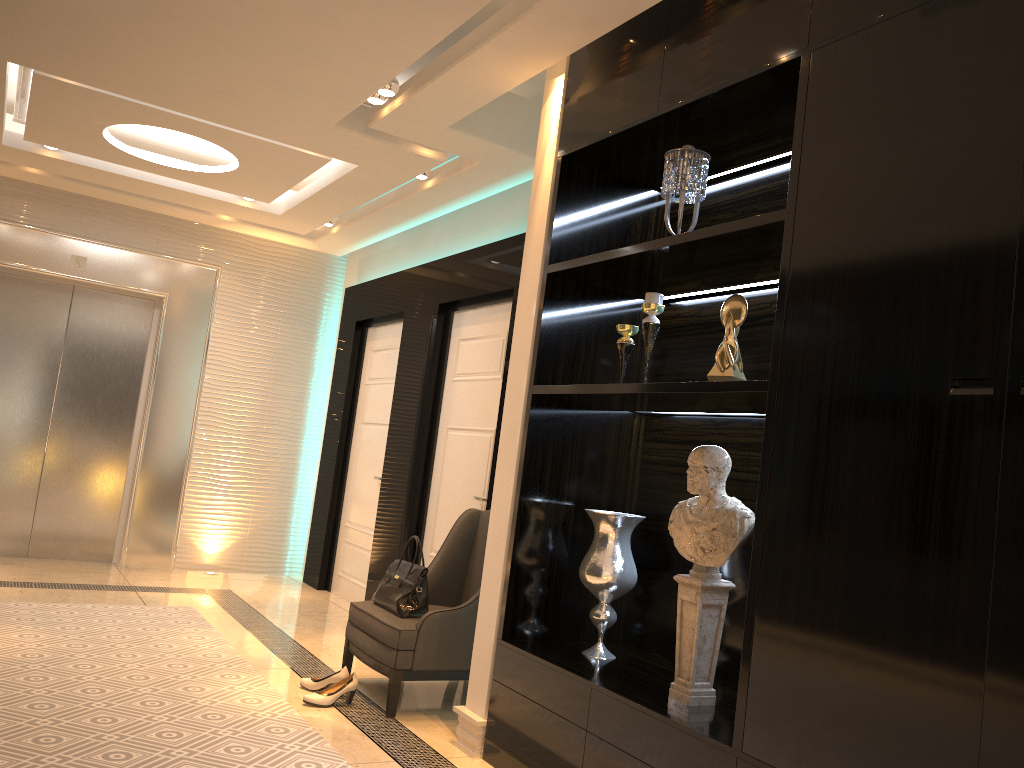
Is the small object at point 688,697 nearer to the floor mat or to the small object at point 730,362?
the small object at point 730,362

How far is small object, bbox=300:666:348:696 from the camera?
3.86m

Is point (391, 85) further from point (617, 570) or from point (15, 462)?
point (15, 462)

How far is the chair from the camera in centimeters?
371cm

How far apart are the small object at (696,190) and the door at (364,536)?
3.4 meters

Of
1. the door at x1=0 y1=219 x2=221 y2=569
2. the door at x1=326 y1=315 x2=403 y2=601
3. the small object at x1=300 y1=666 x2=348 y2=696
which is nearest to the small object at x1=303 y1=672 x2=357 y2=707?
the small object at x1=300 y1=666 x2=348 y2=696

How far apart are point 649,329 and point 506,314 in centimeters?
190cm

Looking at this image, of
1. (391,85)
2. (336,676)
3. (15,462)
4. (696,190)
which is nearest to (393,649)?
(336,676)

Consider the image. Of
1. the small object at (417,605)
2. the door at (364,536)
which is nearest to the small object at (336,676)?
the small object at (417,605)

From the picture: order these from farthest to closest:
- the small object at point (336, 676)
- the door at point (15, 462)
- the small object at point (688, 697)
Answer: the door at point (15, 462)
the small object at point (336, 676)
the small object at point (688, 697)
